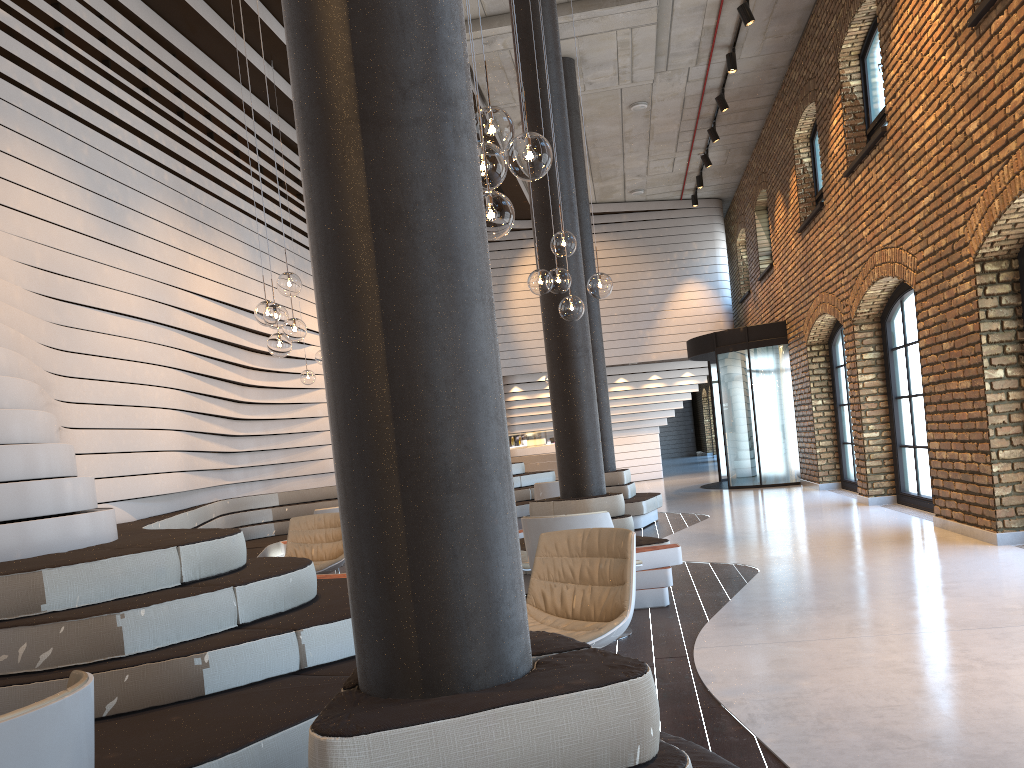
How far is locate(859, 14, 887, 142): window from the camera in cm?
988

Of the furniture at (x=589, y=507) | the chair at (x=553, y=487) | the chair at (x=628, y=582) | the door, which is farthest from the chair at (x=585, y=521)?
the door

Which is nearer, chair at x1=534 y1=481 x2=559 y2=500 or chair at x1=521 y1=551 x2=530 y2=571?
chair at x1=521 y1=551 x2=530 y2=571

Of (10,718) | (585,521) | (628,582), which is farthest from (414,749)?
(585,521)

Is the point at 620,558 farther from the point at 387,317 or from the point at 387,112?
the point at 387,112

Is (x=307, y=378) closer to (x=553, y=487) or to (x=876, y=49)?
(x=553, y=487)

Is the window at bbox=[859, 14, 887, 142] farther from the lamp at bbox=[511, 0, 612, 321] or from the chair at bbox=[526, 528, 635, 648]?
the chair at bbox=[526, 528, 635, 648]

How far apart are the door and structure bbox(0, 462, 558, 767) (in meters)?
3.94

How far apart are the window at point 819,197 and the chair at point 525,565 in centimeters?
911cm

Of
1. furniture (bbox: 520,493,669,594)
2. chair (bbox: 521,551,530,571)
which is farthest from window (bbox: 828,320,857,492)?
chair (bbox: 521,551,530,571)
